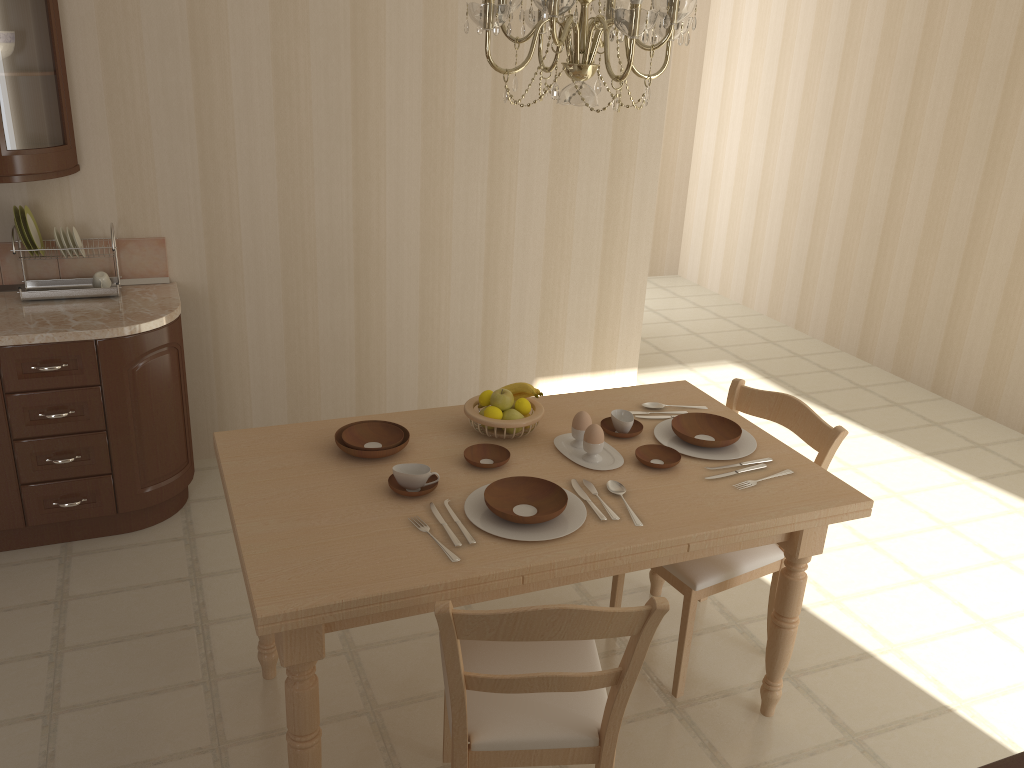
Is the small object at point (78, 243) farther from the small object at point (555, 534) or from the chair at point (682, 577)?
the chair at point (682, 577)

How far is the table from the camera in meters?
1.9 m

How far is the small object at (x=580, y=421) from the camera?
2.48m

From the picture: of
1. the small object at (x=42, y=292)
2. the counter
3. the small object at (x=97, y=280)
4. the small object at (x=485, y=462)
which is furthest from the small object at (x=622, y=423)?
the small object at (x=97, y=280)

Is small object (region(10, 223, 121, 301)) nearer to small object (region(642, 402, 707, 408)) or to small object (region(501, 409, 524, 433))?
small object (region(501, 409, 524, 433))

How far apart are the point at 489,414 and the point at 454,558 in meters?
0.6 m

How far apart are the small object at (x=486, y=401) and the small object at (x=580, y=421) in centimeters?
27cm

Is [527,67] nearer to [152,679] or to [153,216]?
[153,216]

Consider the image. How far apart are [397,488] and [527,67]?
2.4 meters

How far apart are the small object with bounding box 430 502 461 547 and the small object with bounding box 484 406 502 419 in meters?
0.5 m
